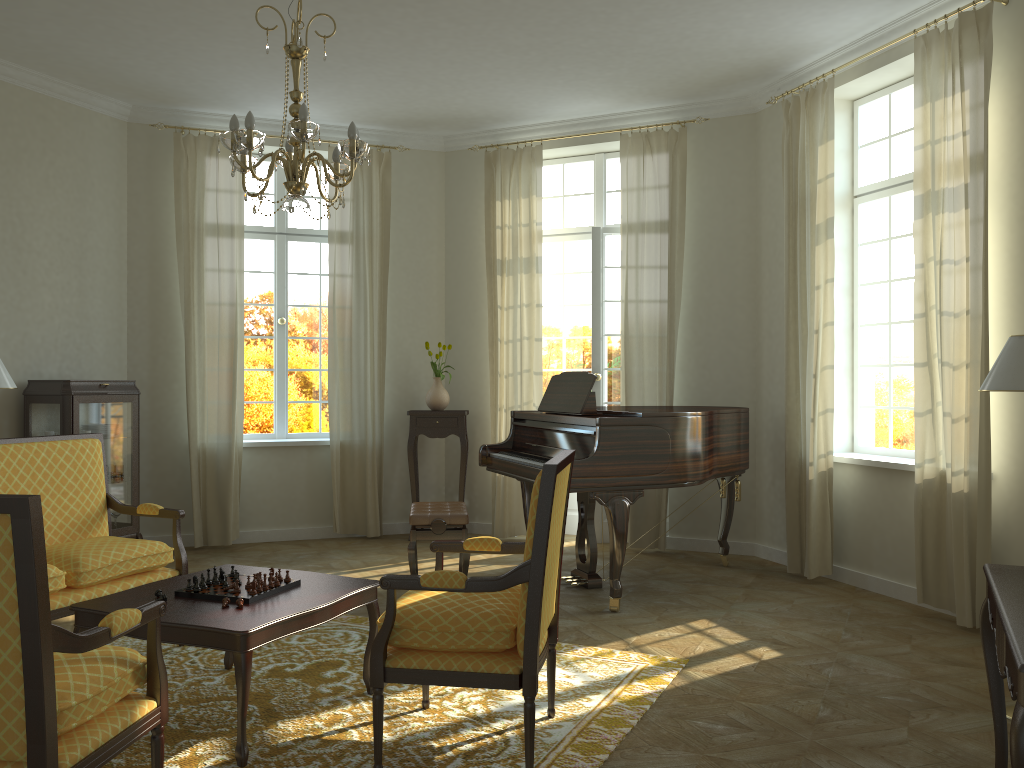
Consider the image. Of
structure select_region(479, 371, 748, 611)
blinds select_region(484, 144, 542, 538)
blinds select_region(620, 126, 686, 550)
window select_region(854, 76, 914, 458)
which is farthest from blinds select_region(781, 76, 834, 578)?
blinds select_region(484, 144, 542, 538)

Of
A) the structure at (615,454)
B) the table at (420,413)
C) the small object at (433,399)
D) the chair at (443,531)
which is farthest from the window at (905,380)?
the small object at (433,399)

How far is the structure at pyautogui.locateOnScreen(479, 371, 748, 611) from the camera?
5.20m

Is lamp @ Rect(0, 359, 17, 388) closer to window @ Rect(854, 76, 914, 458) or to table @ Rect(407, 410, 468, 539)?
table @ Rect(407, 410, 468, 539)

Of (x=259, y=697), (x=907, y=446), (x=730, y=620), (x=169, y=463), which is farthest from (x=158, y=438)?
(x=907, y=446)

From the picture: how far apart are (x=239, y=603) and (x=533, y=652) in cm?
121

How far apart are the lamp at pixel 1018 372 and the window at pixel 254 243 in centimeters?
577cm

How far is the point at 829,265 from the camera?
5.9 meters

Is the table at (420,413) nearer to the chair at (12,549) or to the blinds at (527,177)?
the blinds at (527,177)

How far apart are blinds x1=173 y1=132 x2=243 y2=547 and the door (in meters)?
2.66
